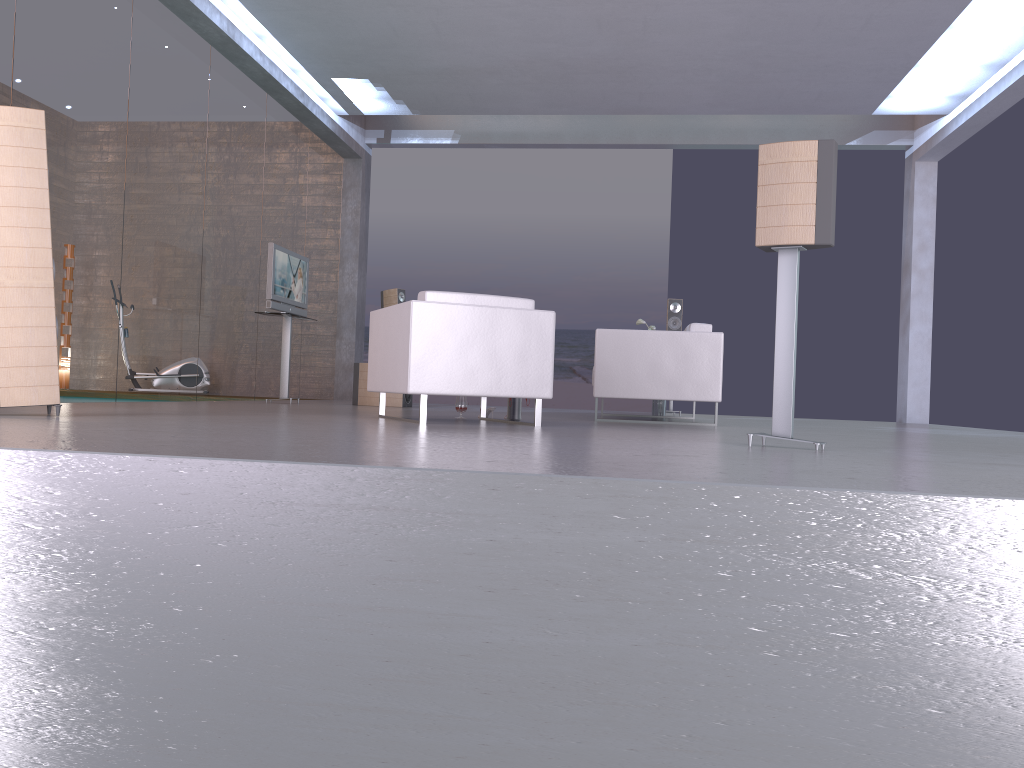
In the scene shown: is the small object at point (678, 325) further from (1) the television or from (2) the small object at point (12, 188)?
(2) the small object at point (12, 188)

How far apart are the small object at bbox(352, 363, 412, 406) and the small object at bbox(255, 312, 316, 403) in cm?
77

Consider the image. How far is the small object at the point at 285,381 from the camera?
9.16m

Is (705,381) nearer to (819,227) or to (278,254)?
(819,227)

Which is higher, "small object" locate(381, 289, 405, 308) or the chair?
"small object" locate(381, 289, 405, 308)

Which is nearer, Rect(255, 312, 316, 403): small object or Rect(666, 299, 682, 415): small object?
Rect(255, 312, 316, 403): small object

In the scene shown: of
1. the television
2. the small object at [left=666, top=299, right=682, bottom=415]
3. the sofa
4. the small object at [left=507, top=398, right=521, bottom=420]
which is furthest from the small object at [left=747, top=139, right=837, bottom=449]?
the small object at [left=666, top=299, right=682, bottom=415]

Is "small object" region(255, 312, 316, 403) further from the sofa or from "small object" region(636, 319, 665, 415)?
"small object" region(636, 319, 665, 415)

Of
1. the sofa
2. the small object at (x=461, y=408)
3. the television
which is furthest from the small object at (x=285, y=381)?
the sofa

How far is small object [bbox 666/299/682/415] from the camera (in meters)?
10.31
